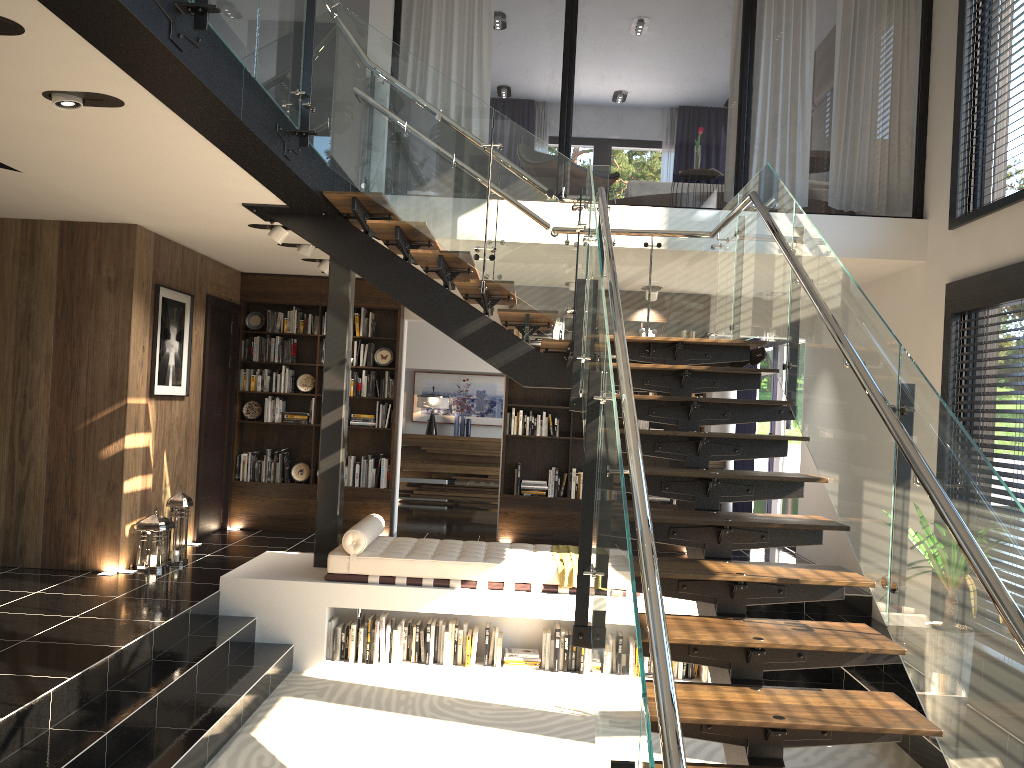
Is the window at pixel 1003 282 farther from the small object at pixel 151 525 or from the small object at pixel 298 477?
the small object at pixel 298 477

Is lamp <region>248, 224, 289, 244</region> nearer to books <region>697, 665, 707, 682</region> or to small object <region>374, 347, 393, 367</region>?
small object <region>374, 347, 393, 367</region>

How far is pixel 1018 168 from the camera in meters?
5.9 m

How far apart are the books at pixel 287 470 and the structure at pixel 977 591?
3.7m

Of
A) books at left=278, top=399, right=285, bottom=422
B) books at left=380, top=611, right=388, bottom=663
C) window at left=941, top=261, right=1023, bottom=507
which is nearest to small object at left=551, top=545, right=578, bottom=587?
books at left=380, top=611, right=388, bottom=663

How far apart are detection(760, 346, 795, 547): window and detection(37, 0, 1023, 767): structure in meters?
4.7 m

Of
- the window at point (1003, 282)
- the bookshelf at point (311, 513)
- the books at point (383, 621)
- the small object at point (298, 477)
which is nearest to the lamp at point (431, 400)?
the bookshelf at point (311, 513)

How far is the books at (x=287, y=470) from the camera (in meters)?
9.35

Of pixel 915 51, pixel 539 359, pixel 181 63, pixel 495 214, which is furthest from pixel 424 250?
pixel 915 51

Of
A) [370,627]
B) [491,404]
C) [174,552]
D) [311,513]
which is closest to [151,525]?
[174,552]
